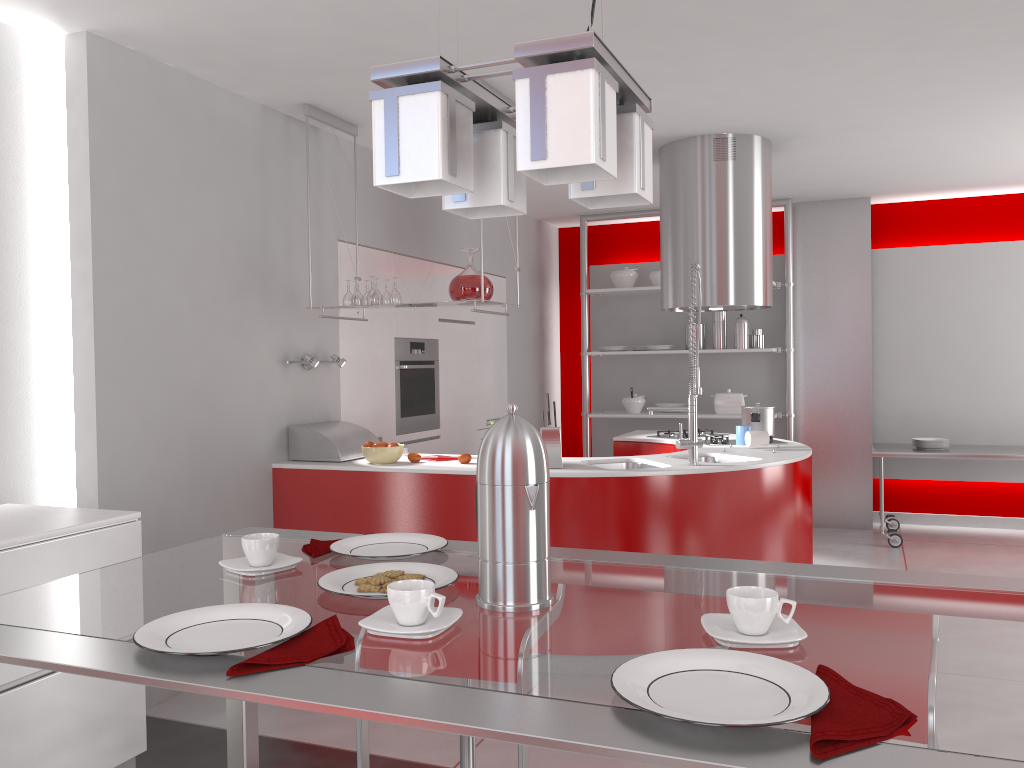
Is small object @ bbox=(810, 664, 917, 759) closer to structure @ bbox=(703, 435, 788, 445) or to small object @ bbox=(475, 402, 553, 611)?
small object @ bbox=(475, 402, 553, 611)

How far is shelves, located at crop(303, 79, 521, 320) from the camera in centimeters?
415cm

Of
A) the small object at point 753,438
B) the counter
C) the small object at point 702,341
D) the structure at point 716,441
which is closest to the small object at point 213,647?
the counter

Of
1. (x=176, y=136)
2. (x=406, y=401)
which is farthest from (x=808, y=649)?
(x=406, y=401)

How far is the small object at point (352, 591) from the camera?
1.3 meters

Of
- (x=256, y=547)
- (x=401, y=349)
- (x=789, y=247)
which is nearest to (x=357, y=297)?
(x=401, y=349)

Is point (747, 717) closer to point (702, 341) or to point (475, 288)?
point (475, 288)

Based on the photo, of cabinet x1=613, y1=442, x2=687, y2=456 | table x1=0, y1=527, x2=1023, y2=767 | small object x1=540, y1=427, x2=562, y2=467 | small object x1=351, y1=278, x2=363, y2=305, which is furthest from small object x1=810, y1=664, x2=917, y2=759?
cabinet x1=613, y1=442, x2=687, y2=456

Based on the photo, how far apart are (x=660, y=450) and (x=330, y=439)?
2.0m

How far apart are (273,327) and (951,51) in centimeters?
323cm
